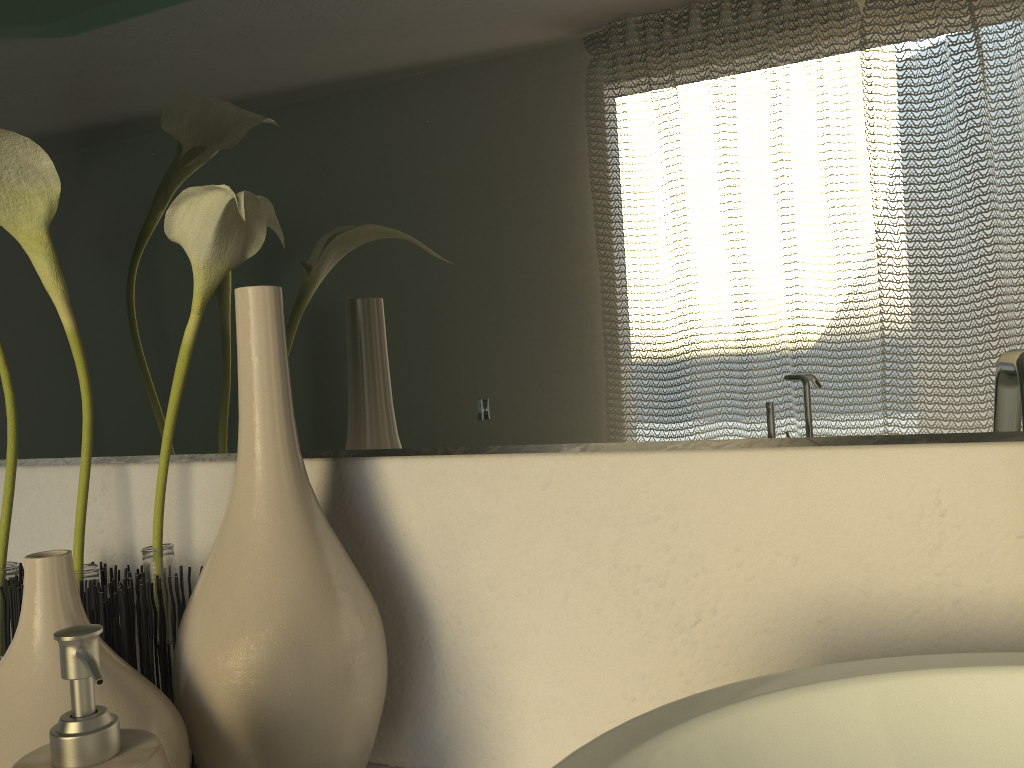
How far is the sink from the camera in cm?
28

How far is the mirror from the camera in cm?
43

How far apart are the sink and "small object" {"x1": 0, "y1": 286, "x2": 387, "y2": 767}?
0.22m

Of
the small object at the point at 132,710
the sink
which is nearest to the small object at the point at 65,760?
the small object at the point at 132,710

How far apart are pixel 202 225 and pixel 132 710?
0.26m

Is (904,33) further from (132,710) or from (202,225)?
(132,710)

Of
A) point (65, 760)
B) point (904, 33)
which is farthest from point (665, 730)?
point (904, 33)

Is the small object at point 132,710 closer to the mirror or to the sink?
the mirror

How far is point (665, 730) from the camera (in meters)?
0.28

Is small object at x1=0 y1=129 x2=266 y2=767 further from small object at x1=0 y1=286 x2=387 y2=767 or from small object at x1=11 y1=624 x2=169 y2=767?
small object at x1=11 y1=624 x2=169 y2=767
